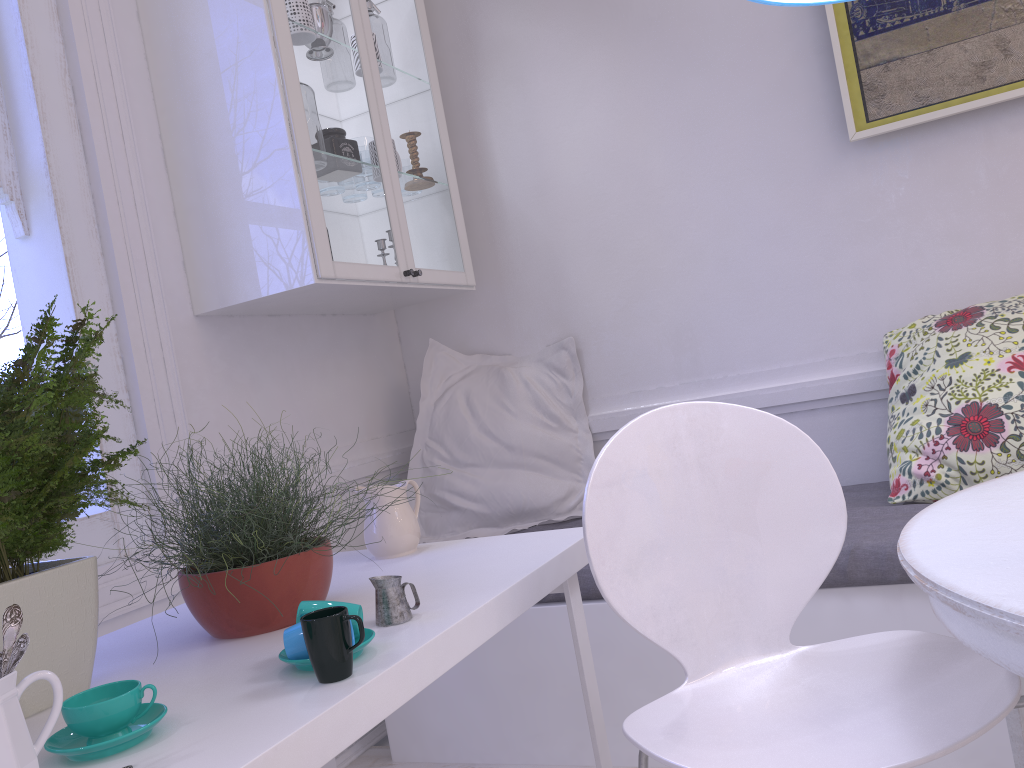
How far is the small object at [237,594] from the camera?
1.3 meters

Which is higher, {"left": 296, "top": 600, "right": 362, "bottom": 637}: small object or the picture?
the picture

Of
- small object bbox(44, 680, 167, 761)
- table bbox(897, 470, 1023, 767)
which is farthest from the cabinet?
table bbox(897, 470, 1023, 767)

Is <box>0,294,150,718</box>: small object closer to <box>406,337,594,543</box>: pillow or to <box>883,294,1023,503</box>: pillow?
<box>406,337,594,543</box>: pillow

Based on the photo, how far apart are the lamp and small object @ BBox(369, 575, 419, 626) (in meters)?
1.04

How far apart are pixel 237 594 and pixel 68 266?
1.1m

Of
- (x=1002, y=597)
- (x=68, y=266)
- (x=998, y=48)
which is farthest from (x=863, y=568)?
(x=68, y=266)

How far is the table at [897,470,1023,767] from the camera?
0.86m

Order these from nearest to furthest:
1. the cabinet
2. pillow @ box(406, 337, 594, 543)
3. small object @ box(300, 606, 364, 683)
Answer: small object @ box(300, 606, 364, 683)
the cabinet
pillow @ box(406, 337, 594, 543)

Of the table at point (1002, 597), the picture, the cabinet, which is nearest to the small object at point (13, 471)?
the cabinet
